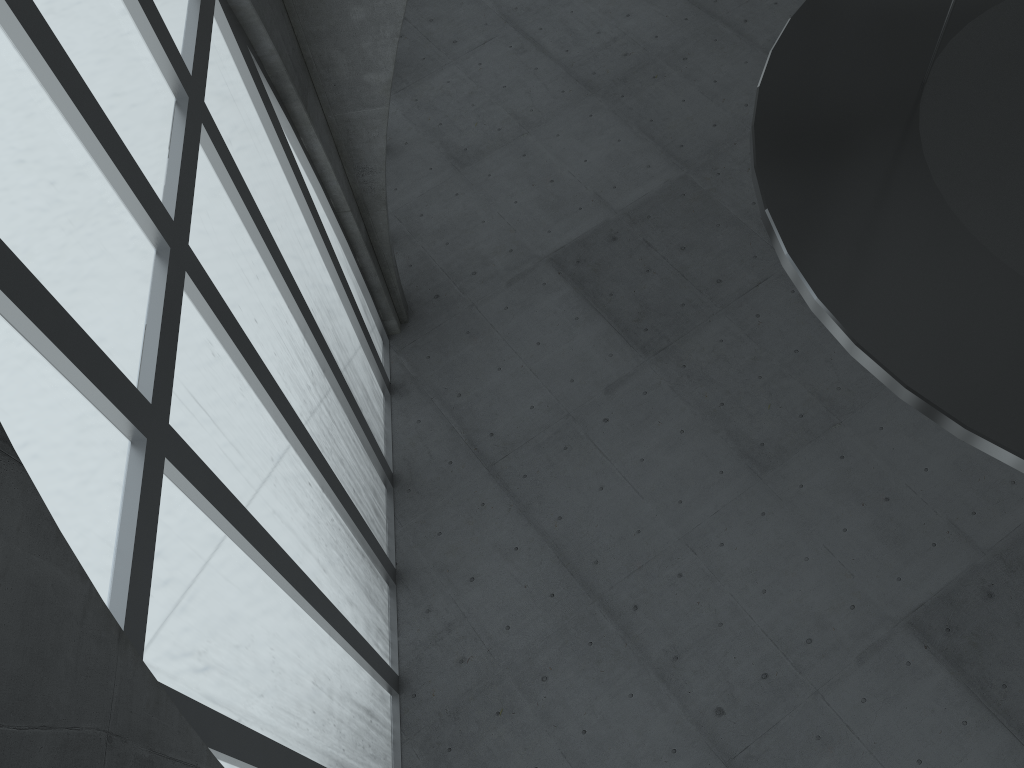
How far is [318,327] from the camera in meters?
20.4

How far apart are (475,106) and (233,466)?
24.2m
